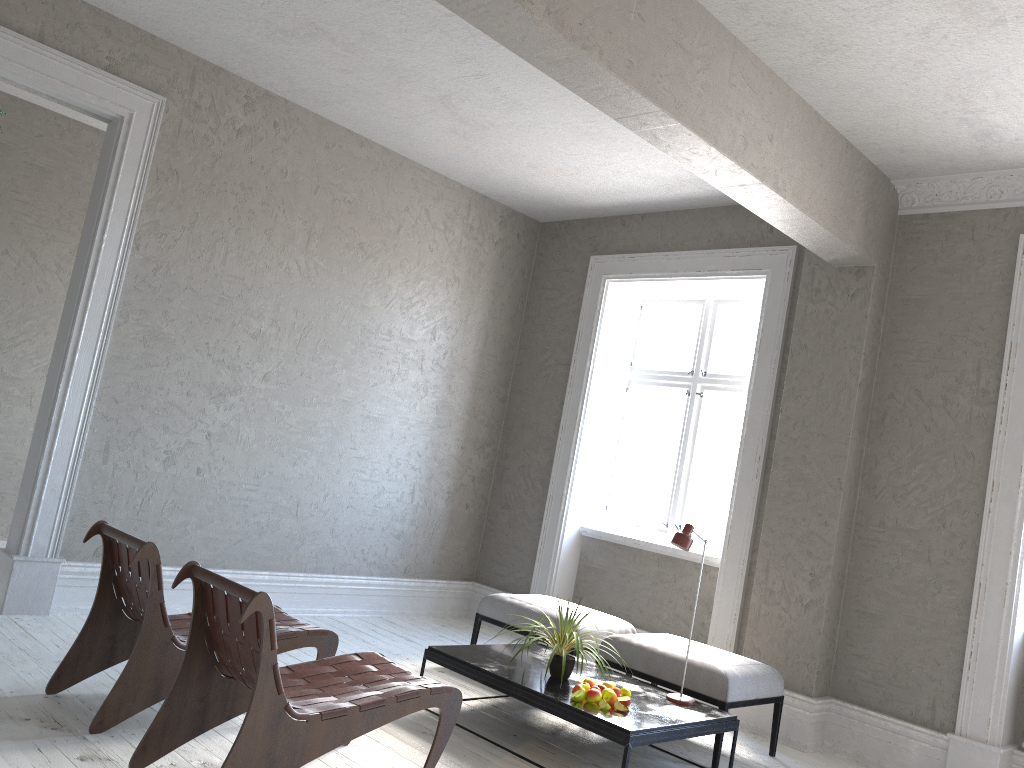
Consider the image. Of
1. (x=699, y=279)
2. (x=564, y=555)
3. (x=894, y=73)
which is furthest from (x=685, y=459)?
(x=894, y=73)

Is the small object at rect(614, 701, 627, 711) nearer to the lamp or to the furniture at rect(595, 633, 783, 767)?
the lamp

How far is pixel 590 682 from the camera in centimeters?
402cm

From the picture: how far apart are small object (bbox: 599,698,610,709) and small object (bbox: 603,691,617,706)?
0.0 meters

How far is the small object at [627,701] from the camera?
3.9 meters

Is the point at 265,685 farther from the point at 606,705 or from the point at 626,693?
the point at 626,693

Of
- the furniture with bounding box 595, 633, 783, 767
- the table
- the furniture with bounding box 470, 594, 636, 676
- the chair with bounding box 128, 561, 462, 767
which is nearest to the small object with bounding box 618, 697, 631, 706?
the table

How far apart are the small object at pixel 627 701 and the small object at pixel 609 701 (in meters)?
0.06

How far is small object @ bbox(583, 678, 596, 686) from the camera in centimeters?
402cm

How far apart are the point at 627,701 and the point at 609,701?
0.1m
